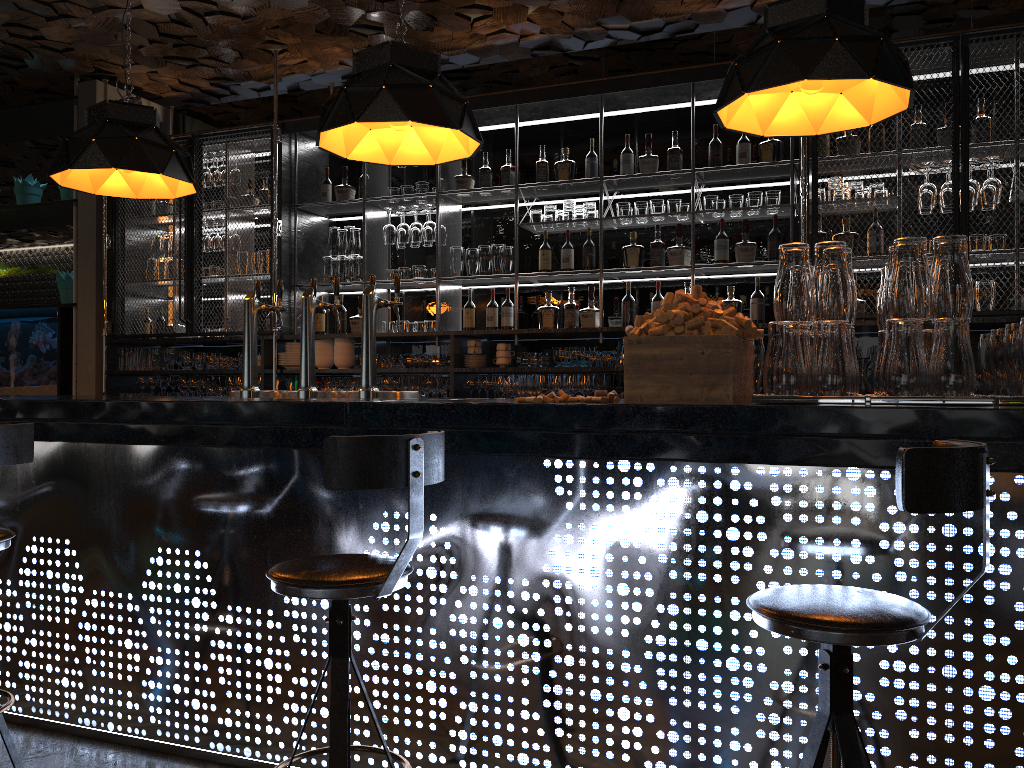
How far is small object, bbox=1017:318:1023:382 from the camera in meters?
2.1 m

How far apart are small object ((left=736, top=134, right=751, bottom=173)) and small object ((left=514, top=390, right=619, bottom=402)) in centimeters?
324cm

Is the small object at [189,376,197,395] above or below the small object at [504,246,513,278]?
below

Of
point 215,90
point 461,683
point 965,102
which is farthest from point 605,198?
point 461,683

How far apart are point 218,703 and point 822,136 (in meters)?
4.32

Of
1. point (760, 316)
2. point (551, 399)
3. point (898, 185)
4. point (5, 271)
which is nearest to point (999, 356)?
point (551, 399)

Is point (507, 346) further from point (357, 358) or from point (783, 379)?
point (783, 379)

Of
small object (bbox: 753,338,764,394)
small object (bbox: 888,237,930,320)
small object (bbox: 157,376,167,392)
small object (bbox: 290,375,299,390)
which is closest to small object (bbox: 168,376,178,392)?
small object (bbox: 157,376,167,392)

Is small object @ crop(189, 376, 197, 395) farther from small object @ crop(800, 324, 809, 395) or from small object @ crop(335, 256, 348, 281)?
small object @ crop(800, 324, 809, 395)

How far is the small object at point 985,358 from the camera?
2.74m
